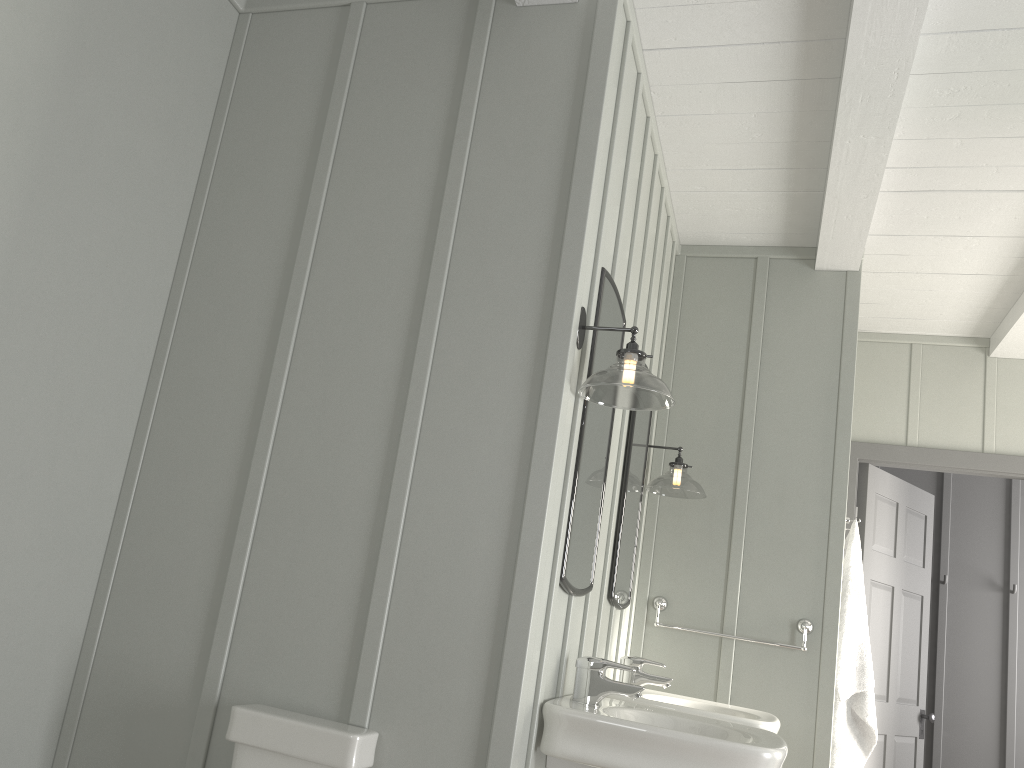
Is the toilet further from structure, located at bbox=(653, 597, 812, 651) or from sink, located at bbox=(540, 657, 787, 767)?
structure, located at bbox=(653, 597, 812, 651)

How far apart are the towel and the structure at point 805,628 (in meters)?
0.14

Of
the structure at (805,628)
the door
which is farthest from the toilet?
the door

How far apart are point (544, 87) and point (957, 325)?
3.02m

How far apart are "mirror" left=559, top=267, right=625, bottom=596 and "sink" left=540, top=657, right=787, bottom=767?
0.2m

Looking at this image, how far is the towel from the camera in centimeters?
341cm

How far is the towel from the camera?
3.4m

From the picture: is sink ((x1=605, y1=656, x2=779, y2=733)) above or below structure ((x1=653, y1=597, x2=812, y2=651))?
below

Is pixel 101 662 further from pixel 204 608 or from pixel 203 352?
pixel 203 352

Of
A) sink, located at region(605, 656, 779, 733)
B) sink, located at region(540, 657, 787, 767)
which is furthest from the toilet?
sink, located at region(605, 656, 779, 733)
